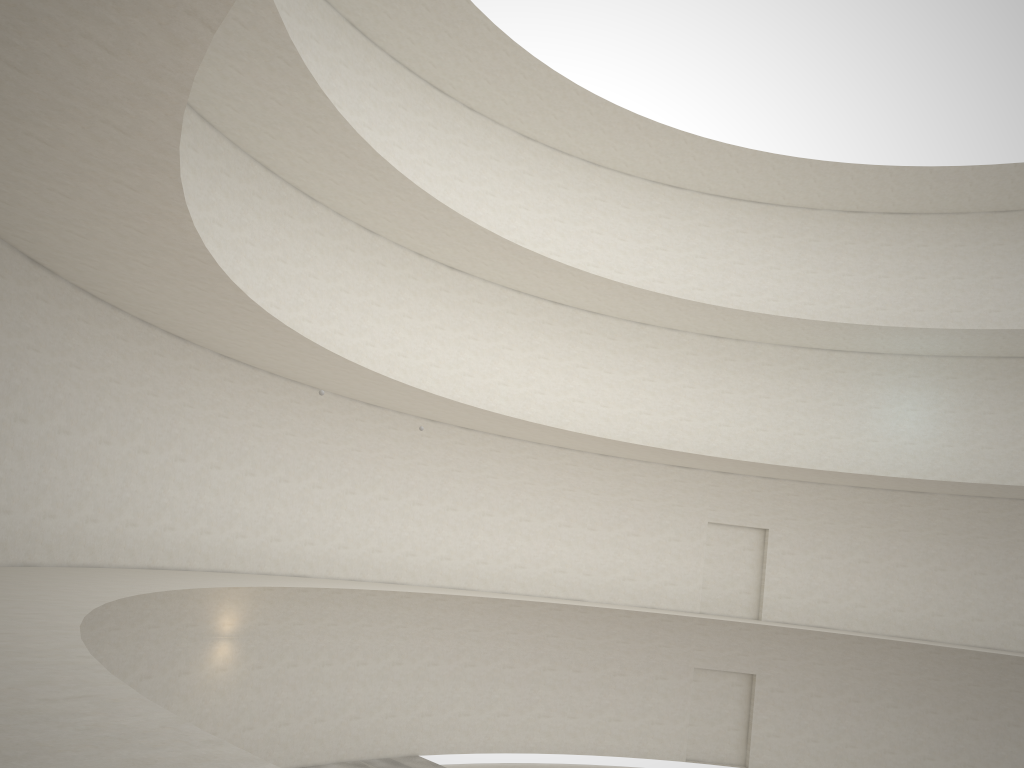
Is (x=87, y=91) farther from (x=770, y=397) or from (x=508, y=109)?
(x=770, y=397)

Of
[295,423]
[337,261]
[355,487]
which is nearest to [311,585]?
[295,423]
